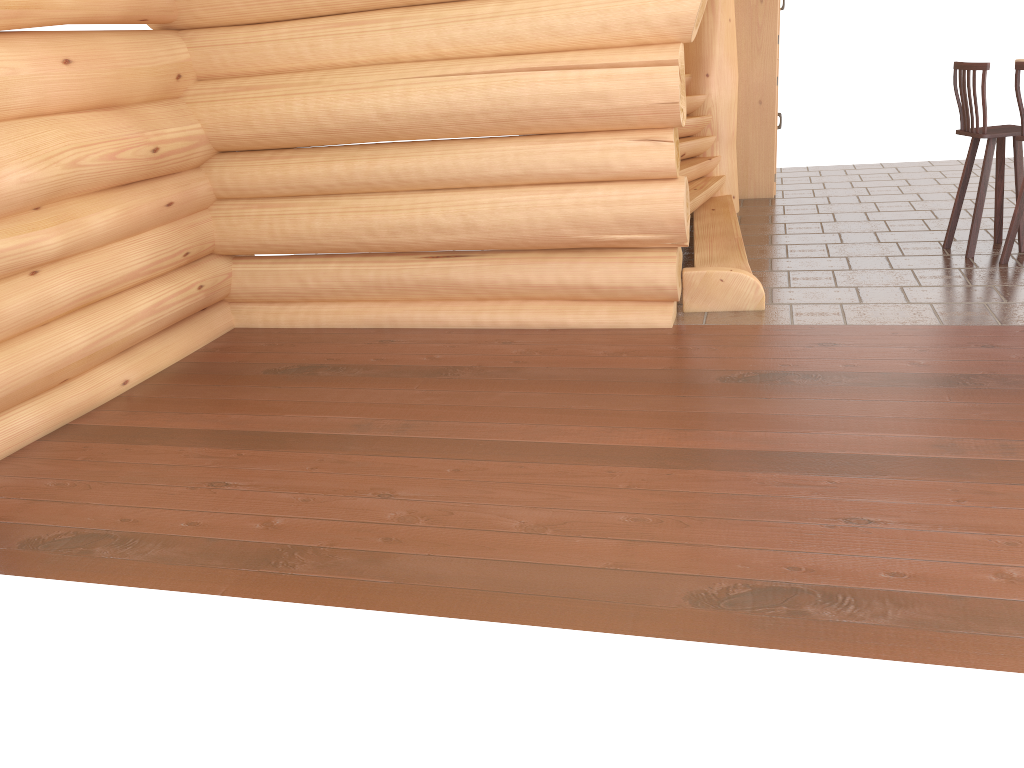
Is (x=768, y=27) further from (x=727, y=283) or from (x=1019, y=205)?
(x=727, y=283)

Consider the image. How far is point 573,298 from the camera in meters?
5.6 m

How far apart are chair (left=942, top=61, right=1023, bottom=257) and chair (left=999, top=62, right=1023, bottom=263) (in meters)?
0.22

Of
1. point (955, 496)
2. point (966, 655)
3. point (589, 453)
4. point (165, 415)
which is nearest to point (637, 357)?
point (589, 453)

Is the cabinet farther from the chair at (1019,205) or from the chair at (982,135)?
the chair at (1019,205)

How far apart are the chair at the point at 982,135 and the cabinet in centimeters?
262cm

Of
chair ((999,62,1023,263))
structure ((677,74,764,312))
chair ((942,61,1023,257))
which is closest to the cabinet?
structure ((677,74,764,312))

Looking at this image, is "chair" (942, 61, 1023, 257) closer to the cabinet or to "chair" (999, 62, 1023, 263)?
"chair" (999, 62, 1023, 263)

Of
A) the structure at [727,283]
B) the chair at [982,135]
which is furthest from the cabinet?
the chair at [982,135]

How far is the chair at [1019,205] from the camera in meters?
5.9
